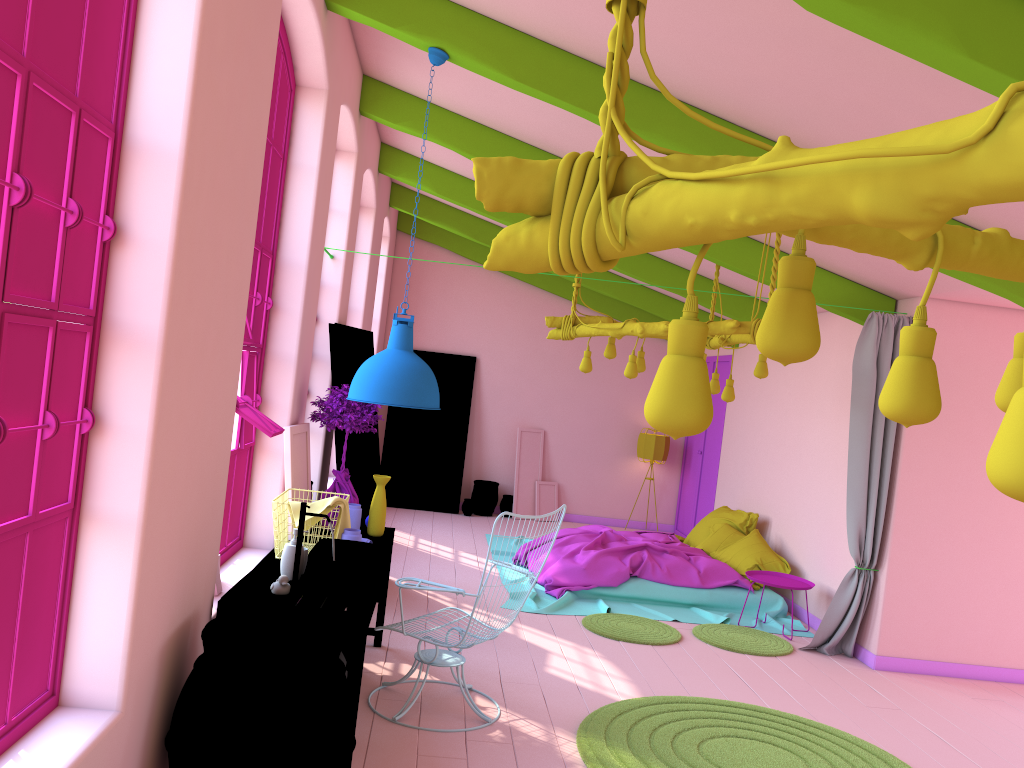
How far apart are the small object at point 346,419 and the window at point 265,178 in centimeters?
43cm

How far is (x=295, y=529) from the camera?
4.4 meters

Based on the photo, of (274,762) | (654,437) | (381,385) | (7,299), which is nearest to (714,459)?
(654,437)

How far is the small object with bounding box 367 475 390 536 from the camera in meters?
5.6 m

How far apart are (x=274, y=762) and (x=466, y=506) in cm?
903

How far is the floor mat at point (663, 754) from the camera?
4.6 meters

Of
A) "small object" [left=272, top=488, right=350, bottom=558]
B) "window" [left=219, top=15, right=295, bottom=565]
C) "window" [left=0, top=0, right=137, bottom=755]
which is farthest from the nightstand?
"window" [left=0, top=0, right=137, bottom=755]

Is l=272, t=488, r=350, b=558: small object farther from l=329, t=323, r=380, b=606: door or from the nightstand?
the nightstand

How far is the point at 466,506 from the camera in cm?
1214

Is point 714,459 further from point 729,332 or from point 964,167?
point 964,167
